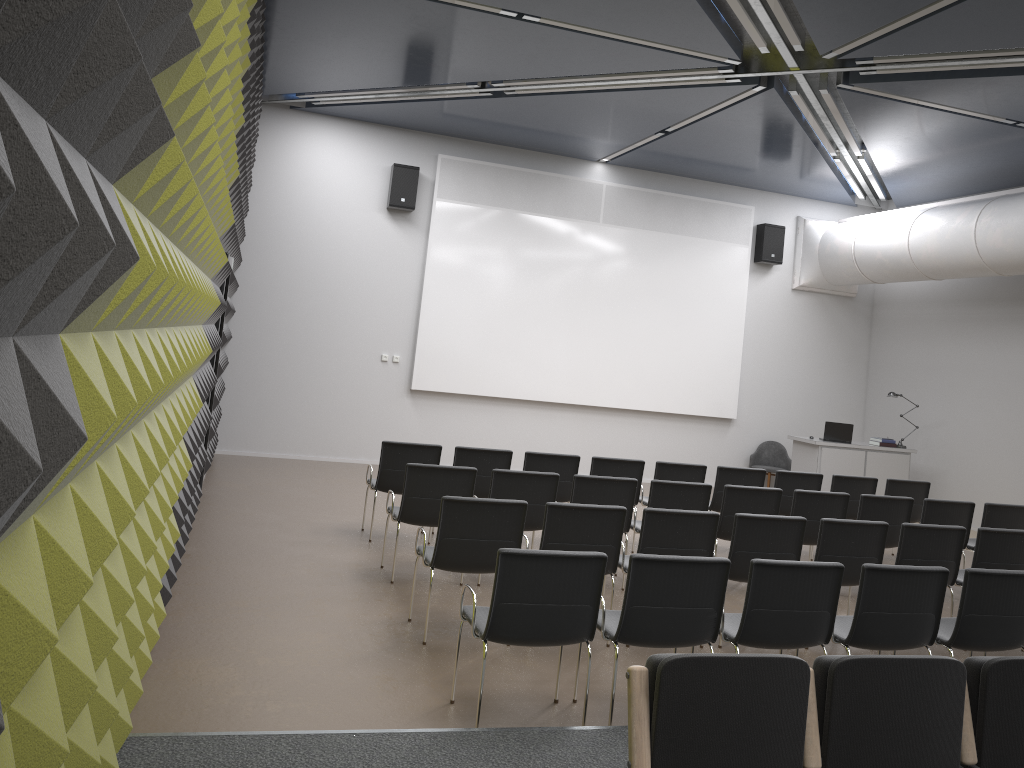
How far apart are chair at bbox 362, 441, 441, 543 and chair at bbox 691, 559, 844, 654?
3.61m

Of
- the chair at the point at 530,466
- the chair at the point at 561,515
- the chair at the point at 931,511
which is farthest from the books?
the chair at the point at 561,515

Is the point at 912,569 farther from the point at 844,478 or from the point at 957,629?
the point at 844,478

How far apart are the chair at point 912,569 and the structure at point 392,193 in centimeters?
872cm

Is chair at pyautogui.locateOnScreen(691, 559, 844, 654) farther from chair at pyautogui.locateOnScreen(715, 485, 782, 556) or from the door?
the door

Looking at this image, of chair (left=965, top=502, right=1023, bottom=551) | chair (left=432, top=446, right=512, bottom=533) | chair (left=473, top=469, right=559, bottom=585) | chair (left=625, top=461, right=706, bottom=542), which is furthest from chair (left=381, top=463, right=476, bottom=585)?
chair (left=965, top=502, right=1023, bottom=551)

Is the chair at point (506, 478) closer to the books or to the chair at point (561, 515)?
the chair at point (561, 515)

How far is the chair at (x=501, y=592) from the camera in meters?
4.3

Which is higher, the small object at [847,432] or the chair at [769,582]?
the small object at [847,432]

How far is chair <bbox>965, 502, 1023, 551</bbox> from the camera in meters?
8.2 m
